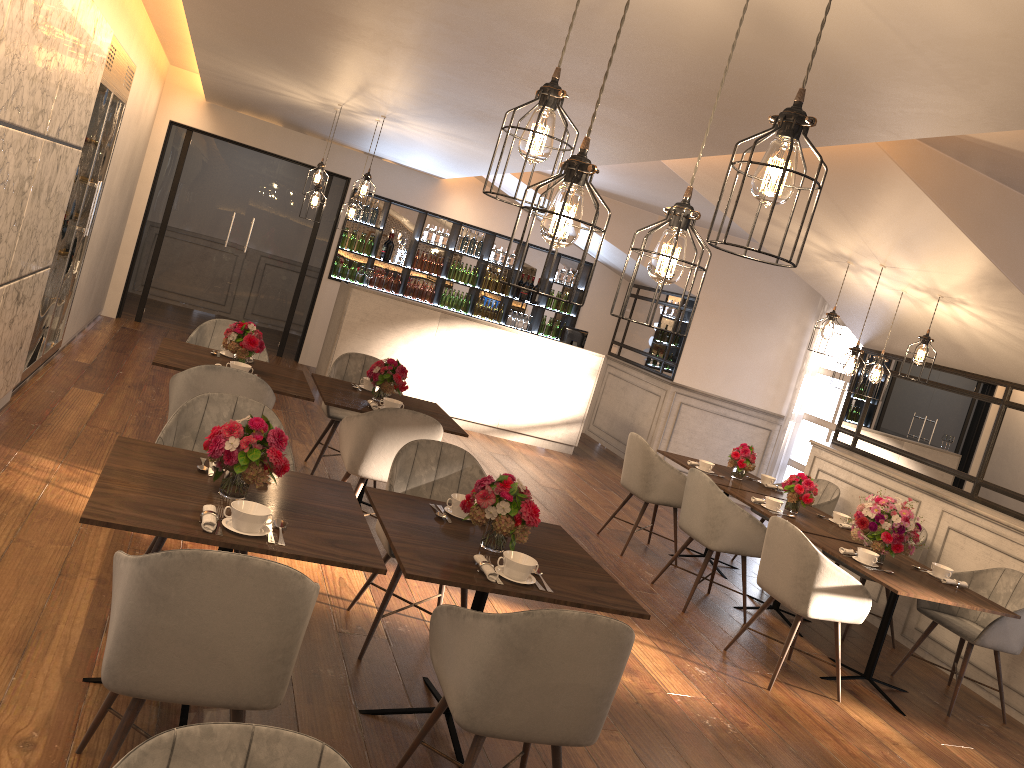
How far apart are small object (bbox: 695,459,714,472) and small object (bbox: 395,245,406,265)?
5.44m

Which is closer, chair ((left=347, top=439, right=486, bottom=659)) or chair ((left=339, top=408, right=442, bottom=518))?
chair ((left=347, top=439, right=486, bottom=659))

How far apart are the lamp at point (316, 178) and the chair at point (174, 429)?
3.8m

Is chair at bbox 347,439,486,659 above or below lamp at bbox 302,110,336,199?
below

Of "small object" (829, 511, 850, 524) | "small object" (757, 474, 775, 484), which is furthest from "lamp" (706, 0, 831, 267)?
"small object" (757, 474, 775, 484)

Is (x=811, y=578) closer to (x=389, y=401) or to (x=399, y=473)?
(x=399, y=473)

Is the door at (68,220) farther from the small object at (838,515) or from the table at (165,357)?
the small object at (838,515)

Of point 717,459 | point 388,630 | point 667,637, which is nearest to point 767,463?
point 717,459

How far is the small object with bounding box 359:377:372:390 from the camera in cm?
593

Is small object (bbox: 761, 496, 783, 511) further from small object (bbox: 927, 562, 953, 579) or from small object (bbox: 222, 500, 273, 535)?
small object (bbox: 222, 500, 273, 535)
